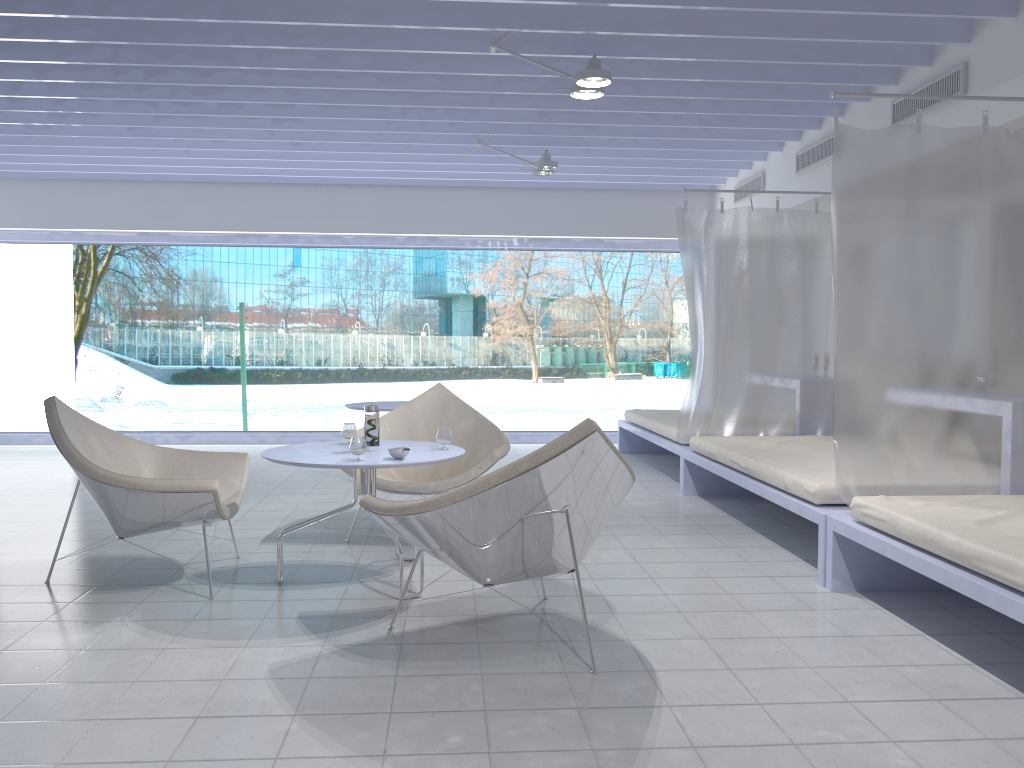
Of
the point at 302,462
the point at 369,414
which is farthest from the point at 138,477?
the point at 369,414

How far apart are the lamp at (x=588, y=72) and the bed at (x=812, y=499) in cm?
200

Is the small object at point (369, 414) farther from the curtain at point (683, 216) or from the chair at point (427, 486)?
the curtain at point (683, 216)

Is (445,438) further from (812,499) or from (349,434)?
(812,499)

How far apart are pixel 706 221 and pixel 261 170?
4.18m

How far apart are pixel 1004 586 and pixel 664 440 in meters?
3.8 m

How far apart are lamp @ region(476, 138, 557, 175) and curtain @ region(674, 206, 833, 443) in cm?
108

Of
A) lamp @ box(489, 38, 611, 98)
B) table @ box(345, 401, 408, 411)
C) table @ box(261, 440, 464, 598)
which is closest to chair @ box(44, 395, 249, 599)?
table @ box(261, 440, 464, 598)

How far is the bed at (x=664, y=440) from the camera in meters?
6.3

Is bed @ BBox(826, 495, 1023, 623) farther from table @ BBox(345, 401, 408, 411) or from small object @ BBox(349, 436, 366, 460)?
table @ BBox(345, 401, 408, 411)
